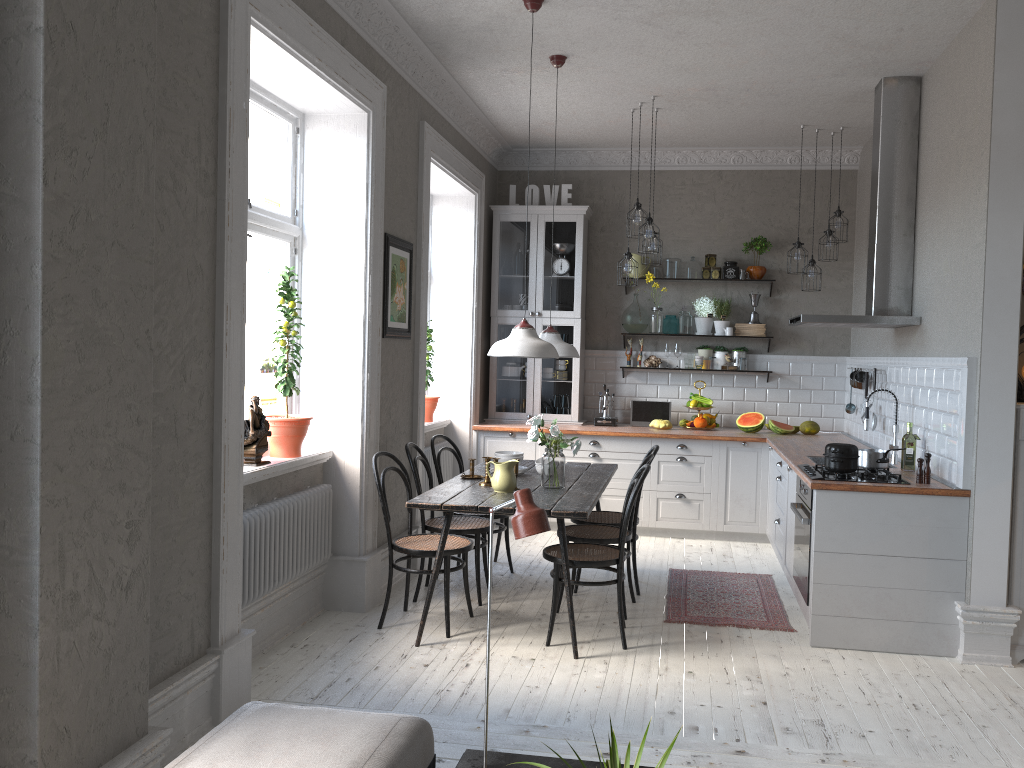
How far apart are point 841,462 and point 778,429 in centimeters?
263cm

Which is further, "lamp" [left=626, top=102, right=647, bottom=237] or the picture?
"lamp" [left=626, top=102, right=647, bottom=237]

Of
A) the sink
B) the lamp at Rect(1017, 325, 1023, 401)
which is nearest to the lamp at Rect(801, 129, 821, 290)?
the sink

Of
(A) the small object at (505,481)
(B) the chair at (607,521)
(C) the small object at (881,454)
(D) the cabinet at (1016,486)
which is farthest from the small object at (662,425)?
(D) the cabinet at (1016,486)

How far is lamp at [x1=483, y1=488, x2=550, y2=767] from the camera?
2.2m

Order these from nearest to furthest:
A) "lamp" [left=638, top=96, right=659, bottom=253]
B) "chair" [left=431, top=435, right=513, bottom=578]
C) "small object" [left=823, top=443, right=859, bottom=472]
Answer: "small object" [left=823, top=443, right=859, bottom=472] < "chair" [left=431, top=435, right=513, bottom=578] < "lamp" [left=638, top=96, right=659, bottom=253]

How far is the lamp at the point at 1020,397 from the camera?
4.5m

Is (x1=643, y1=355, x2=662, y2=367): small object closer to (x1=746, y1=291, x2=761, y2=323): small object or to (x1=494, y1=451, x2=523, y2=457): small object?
(x1=746, y1=291, x2=761, y2=323): small object

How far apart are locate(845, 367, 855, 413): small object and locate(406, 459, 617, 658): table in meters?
2.3

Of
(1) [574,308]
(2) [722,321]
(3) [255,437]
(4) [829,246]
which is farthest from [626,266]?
(3) [255,437]
